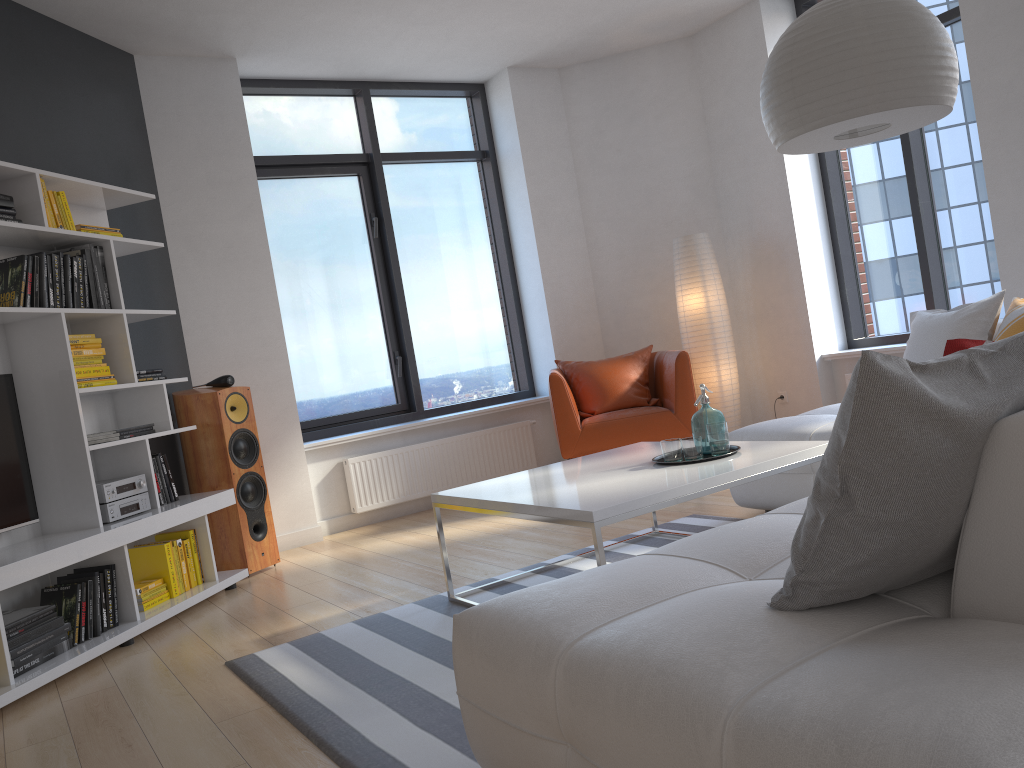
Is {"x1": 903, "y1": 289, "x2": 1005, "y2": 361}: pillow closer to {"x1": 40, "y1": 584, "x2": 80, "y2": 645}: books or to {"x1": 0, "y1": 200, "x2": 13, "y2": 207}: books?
{"x1": 40, "y1": 584, "x2": 80, "y2": 645}: books

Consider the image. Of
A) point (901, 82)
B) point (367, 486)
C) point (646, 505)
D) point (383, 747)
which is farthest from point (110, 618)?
point (901, 82)

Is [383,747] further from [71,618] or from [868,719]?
[71,618]

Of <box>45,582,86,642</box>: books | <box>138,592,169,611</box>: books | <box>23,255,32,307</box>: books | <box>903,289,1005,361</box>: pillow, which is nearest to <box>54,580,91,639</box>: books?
<box>45,582,86,642</box>: books

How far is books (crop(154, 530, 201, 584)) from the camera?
4.34m

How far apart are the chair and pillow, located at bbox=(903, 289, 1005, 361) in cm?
143

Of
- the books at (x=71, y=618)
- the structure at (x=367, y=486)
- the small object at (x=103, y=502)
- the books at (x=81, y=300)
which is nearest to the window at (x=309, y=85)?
the structure at (x=367, y=486)

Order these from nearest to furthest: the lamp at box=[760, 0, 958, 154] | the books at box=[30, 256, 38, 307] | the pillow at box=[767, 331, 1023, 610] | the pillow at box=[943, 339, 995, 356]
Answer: the pillow at box=[767, 331, 1023, 610], the pillow at box=[943, 339, 995, 356], the lamp at box=[760, 0, 958, 154], the books at box=[30, 256, 38, 307]

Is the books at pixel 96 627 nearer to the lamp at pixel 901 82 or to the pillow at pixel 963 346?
the lamp at pixel 901 82

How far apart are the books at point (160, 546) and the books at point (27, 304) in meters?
1.2
